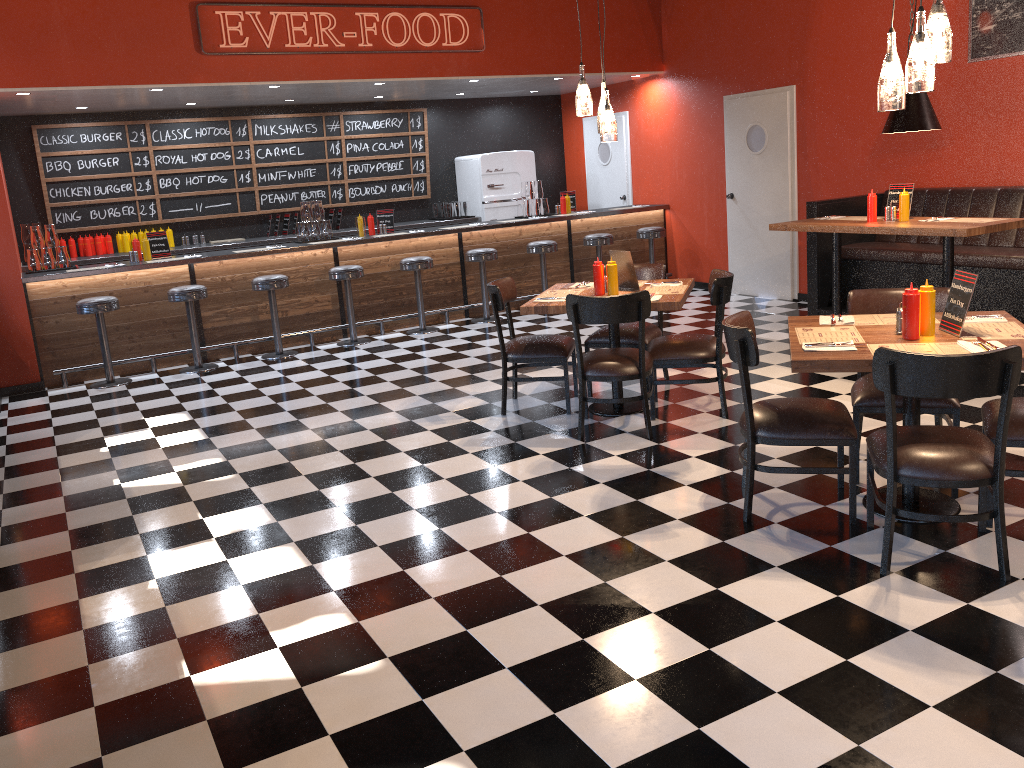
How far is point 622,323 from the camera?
6.2m

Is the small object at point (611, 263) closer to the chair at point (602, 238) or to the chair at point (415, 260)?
the chair at point (415, 260)

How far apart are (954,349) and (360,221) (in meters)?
6.83

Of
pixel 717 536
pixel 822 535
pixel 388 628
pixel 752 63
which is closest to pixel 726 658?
pixel 717 536

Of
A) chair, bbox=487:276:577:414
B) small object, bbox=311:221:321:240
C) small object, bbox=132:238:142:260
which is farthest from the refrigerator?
chair, bbox=487:276:577:414

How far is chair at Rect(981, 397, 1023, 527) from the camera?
3.54m

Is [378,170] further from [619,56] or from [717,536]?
[717,536]

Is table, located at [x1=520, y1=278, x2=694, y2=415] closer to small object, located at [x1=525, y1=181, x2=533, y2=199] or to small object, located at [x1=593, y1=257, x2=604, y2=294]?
small object, located at [x1=593, y1=257, x2=604, y2=294]

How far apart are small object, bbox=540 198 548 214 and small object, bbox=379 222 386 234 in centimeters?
203cm

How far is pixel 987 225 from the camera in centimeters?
562cm
